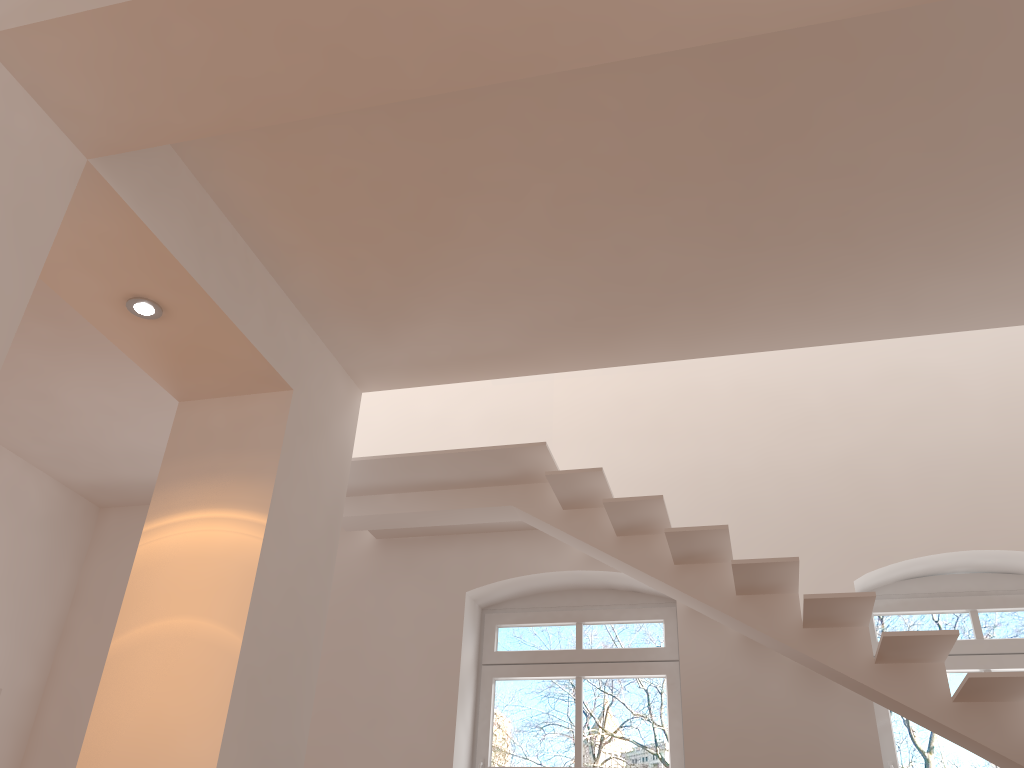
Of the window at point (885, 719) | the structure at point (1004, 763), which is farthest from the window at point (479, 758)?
the window at point (885, 719)

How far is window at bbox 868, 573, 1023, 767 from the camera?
4.89m

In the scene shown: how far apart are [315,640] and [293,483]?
0.8 meters

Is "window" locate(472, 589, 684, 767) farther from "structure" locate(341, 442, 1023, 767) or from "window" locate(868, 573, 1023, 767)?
"window" locate(868, 573, 1023, 767)

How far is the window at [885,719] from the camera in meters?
Answer: 4.9

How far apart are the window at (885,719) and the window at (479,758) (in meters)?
1.09

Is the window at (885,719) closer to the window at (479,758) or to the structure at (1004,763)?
the structure at (1004,763)

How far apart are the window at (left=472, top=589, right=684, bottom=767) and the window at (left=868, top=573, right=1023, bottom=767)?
1.1m

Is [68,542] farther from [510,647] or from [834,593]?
[834,593]

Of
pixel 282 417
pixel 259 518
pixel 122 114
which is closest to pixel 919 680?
pixel 259 518
